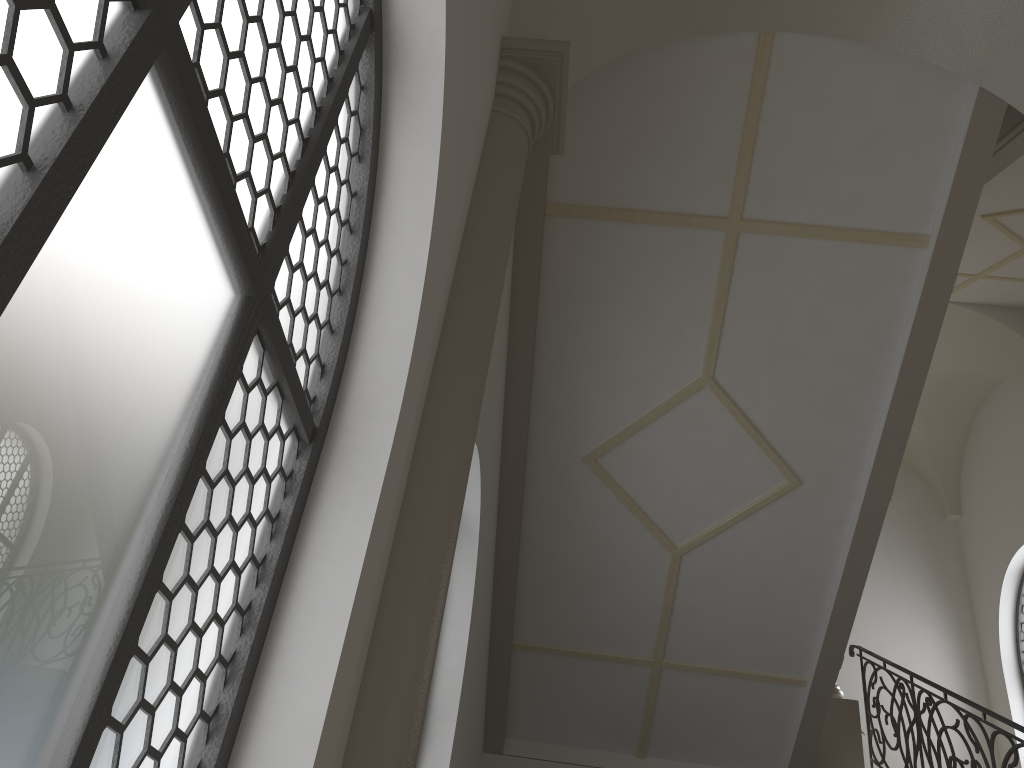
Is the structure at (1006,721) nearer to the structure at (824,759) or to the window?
the structure at (824,759)

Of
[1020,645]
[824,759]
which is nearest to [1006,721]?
[824,759]

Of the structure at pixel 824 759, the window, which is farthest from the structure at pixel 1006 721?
the window

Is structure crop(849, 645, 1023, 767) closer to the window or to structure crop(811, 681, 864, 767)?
structure crop(811, 681, 864, 767)

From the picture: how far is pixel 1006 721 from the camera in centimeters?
596cm

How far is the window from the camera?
12.03m

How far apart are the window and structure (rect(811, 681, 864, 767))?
4.8 meters

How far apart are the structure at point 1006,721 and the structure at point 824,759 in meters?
0.1

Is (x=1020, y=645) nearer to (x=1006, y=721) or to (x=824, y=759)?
(x=824, y=759)

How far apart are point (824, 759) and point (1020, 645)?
5.3 meters
